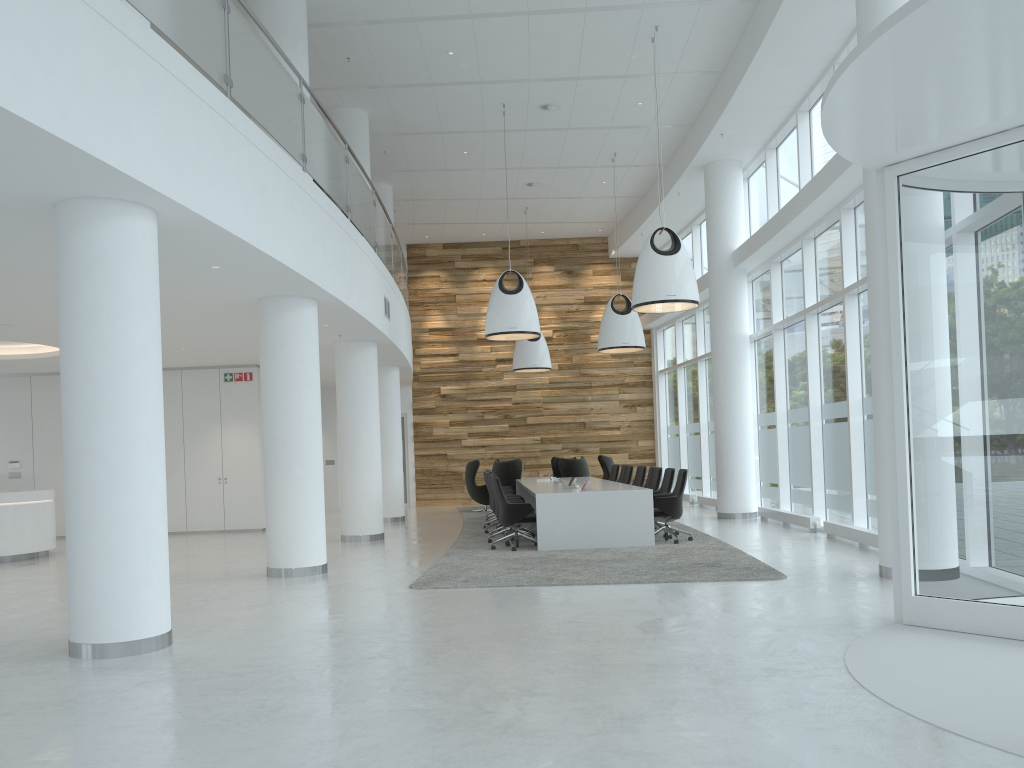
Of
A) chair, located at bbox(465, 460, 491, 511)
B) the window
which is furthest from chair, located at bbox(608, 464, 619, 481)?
chair, located at bbox(465, 460, 491, 511)

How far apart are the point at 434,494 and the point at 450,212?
7.1 meters

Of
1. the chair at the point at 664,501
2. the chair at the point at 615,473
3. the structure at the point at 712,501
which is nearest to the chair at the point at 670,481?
the chair at the point at 664,501

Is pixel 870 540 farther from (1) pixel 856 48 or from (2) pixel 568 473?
(2) pixel 568 473

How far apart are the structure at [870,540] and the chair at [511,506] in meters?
3.9

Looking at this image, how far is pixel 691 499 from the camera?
19.4m

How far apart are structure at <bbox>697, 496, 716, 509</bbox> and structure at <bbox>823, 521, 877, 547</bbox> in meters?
6.0 m

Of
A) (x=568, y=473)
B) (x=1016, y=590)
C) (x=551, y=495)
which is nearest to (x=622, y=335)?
(x=568, y=473)

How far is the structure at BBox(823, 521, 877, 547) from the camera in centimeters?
1006cm

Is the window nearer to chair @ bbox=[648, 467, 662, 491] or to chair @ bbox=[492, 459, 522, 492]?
chair @ bbox=[648, 467, 662, 491]
